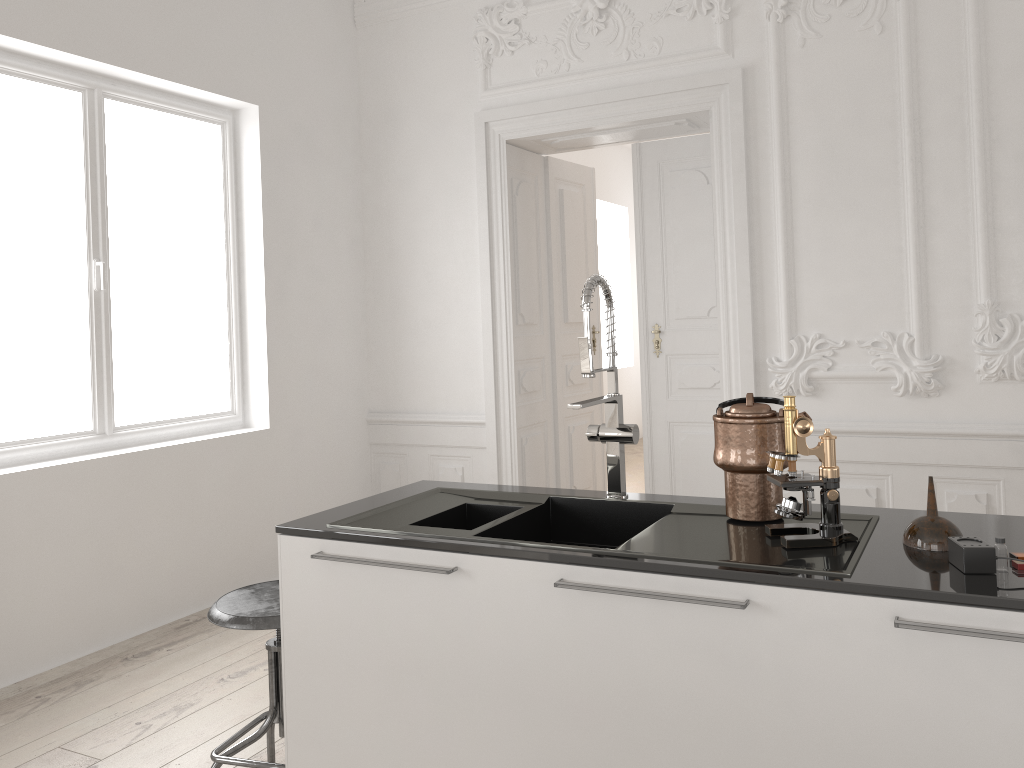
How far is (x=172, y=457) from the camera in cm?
428

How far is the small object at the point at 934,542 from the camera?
1.7m

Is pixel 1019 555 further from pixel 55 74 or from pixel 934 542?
pixel 55 74

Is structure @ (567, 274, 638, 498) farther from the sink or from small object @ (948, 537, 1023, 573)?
small object @ (948, 537, 1023, 573)

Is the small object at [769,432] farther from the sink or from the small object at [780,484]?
the small object at [780,484]

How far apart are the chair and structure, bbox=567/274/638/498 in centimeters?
98cm

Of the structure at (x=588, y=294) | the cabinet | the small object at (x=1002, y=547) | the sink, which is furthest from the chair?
the small object at (x=1002, y=547)

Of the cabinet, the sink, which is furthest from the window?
the sink

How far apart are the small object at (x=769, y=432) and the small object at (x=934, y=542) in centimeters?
31cm

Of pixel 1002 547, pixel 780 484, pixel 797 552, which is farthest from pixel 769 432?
pixel 1002 547
